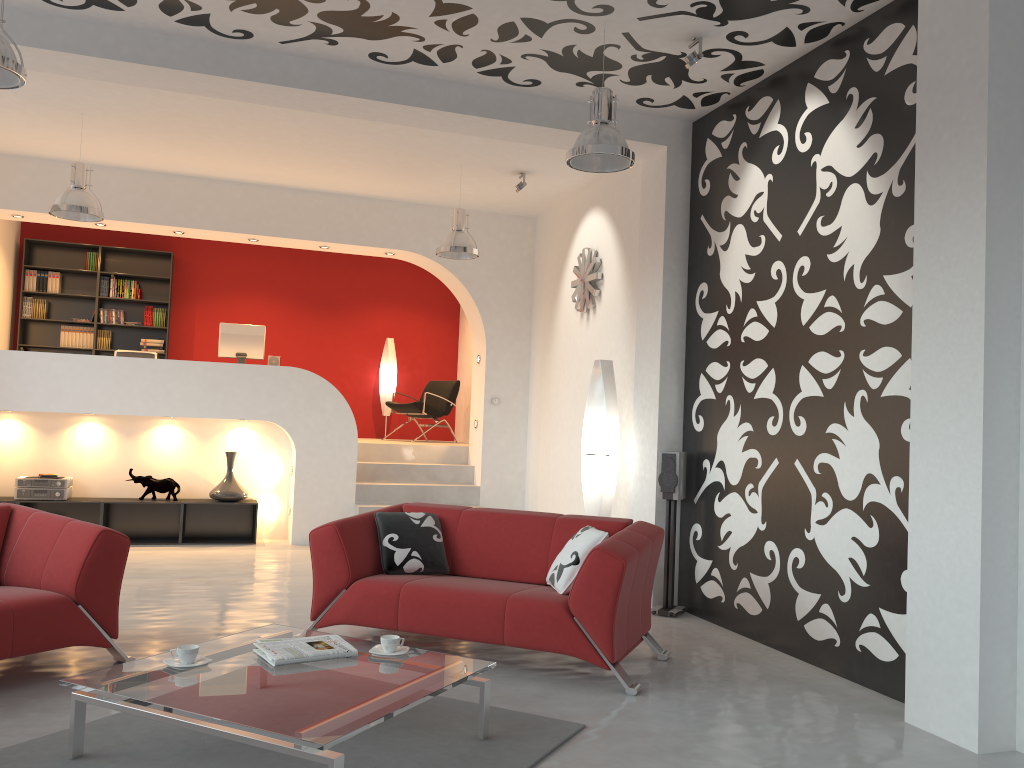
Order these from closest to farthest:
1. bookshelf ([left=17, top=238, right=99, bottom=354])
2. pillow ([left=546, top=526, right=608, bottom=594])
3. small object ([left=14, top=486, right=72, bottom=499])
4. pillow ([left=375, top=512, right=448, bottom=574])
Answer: pillow ([left=546, top=526, right=608, bottom=594]), pillow ([left=375, top=512, right=448, bottom=574]), small object ([left=14, top=486, right=72, bottom=499]), bookshelf ([left=17, top=238, right=99, bottom=354])

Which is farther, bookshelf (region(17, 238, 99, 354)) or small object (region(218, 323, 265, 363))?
bookshelf (region(17, 238, 99, 354))

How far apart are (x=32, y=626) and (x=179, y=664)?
1.05m

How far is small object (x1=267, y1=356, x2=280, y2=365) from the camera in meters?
9.3

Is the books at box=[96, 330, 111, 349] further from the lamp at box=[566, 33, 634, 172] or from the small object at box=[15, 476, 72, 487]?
the lamp at box=[566, 33, 634, 172]

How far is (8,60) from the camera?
3.9m

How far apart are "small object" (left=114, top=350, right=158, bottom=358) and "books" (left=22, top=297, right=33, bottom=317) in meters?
2.6 m

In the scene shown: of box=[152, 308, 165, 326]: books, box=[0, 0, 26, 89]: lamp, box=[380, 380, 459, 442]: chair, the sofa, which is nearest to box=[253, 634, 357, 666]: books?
the sofa

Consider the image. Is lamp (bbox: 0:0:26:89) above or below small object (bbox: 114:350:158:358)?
above

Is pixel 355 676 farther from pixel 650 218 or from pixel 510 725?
pixel 650 218
